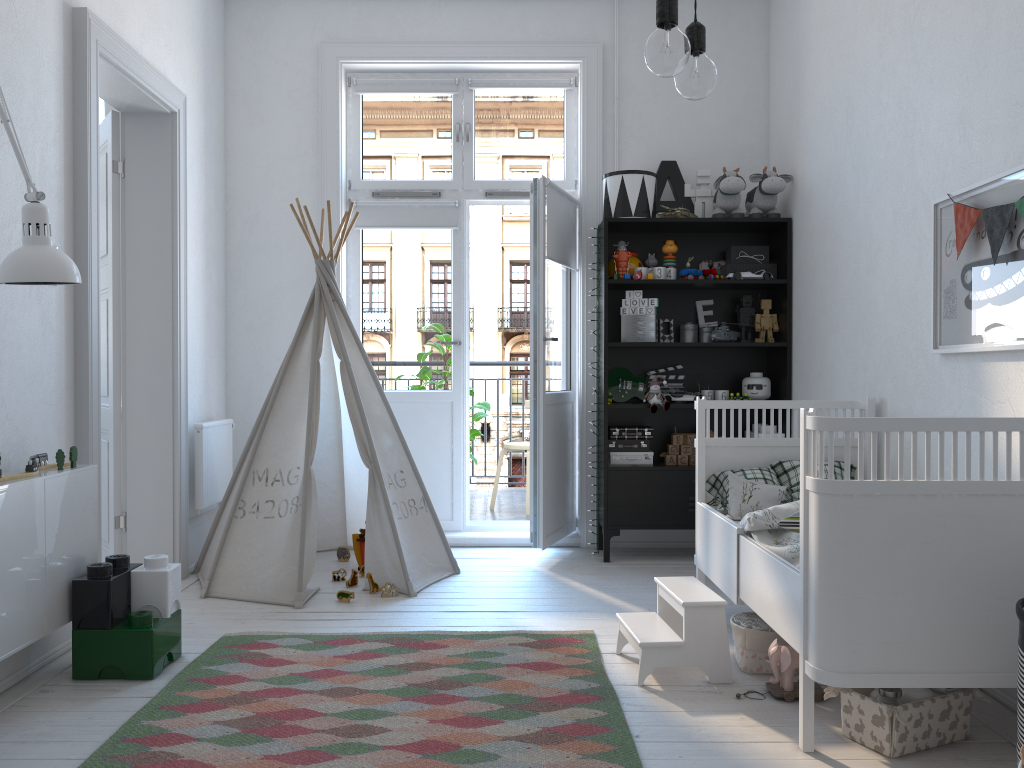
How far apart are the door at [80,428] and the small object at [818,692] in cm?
229

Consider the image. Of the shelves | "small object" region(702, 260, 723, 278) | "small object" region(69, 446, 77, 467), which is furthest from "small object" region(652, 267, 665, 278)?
"small object" region(69, 446, 77, 467)

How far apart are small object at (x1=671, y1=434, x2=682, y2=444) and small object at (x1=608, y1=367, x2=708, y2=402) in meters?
0.3

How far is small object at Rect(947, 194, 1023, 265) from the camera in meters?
2.4

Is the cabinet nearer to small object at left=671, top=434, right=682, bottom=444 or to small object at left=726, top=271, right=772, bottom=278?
small object at left=671, top=434, right=682, bottom=444

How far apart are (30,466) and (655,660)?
1.9 meters

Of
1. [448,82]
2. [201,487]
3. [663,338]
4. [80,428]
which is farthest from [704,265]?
[80,428]

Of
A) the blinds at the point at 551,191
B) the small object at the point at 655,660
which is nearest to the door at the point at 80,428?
the blinds at the point at 551,191

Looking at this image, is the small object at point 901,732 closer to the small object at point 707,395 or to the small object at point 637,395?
the small object at point 707,395

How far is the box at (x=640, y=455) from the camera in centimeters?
442cm
